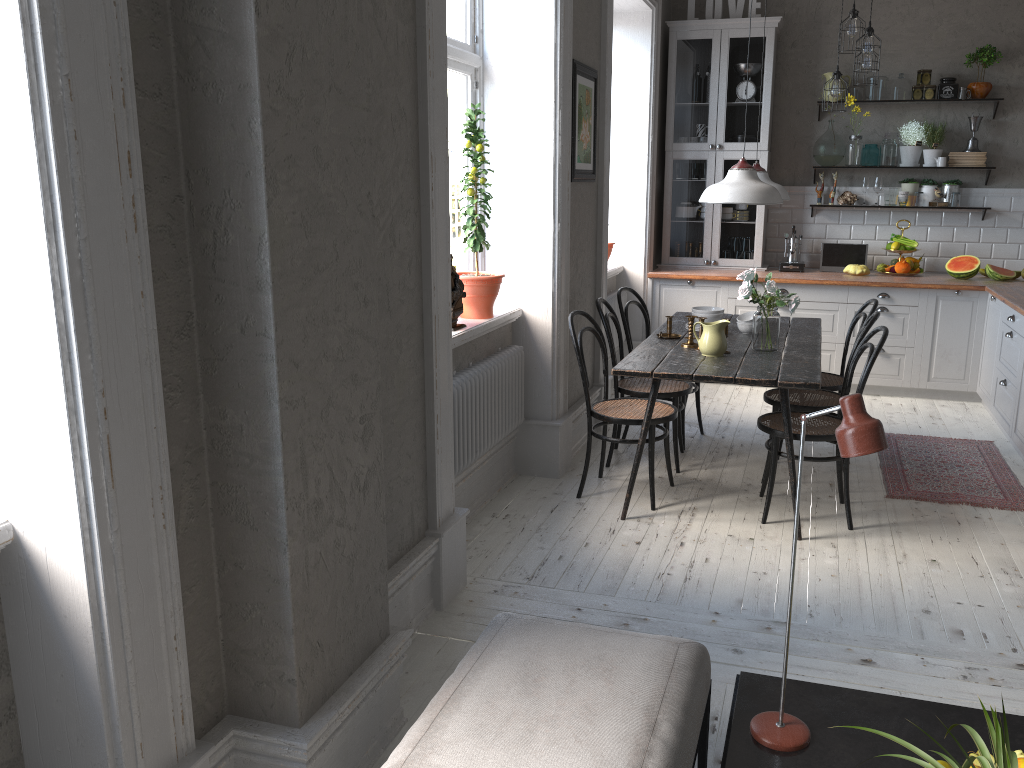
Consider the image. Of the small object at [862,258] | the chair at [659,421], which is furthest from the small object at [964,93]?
the chair at [659,421]

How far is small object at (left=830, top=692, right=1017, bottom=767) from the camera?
1.48m

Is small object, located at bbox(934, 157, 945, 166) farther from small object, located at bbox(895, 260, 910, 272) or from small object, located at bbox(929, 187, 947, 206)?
small object, located at bbox(895, 260, 910, 272)

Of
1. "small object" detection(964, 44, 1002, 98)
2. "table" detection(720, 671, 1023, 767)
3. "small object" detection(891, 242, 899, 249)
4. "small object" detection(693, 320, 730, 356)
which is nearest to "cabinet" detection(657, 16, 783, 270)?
"small object" detection(891, 242, 899, 249)

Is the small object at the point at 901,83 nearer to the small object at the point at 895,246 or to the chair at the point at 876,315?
the small object at the point at 895,246

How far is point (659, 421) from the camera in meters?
4.2 m

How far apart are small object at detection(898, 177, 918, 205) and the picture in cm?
306

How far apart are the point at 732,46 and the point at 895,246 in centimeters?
195cm

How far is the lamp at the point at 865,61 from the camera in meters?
5.5

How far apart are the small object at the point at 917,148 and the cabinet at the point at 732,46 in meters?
1.0 m
